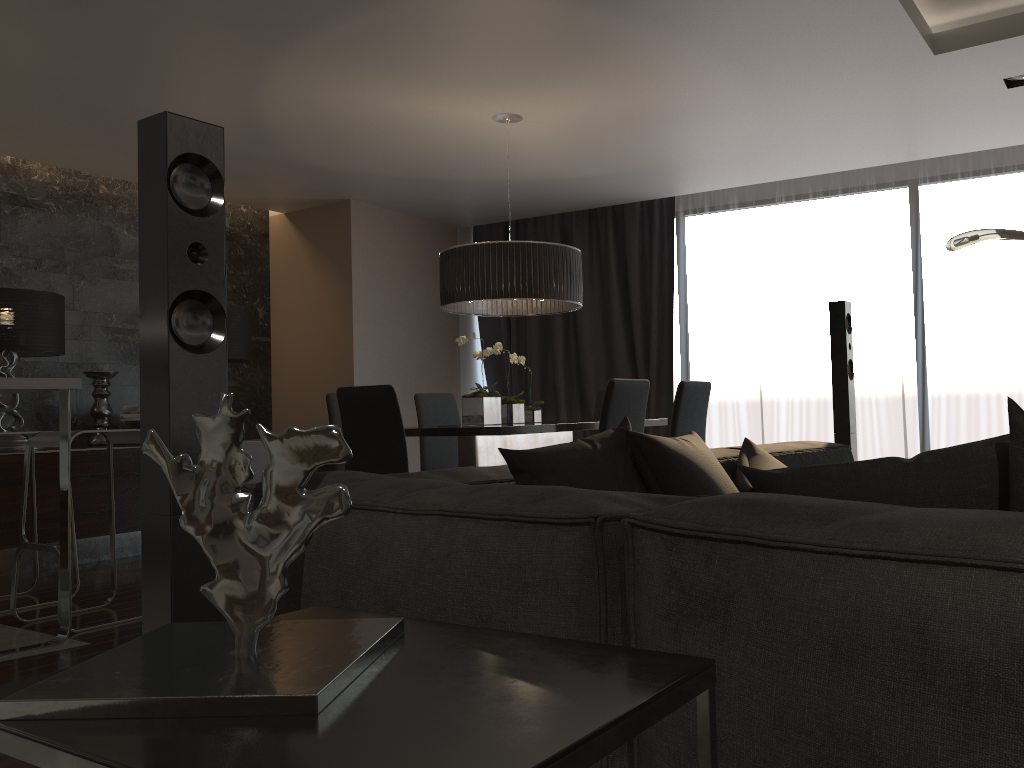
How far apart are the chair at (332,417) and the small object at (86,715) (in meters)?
4.04

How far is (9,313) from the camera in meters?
5.3 m

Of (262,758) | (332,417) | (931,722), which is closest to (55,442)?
(332,417)

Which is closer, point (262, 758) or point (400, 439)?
point (262, 758)

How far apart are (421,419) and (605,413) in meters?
2.0 m

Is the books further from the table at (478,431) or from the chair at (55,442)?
the table at (478,431)

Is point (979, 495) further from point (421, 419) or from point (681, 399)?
point (421, 419)

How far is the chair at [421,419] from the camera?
5.7 meters

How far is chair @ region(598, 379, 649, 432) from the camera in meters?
4.0 m

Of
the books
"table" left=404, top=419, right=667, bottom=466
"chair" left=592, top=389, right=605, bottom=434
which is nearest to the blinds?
"chair" left=592, top=389, right=605, bottom=434
